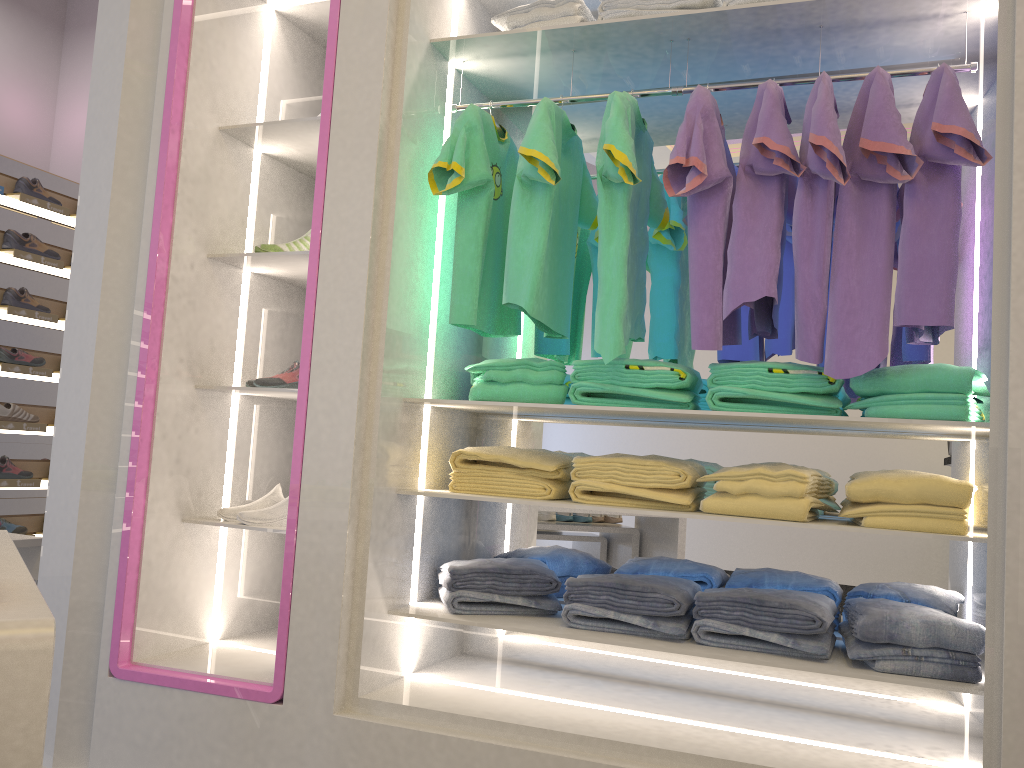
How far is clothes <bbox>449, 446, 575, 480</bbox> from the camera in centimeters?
253cm

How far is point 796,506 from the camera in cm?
219

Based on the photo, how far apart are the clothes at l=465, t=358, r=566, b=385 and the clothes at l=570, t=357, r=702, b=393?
0.1m

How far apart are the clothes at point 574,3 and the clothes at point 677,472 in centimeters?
129cm

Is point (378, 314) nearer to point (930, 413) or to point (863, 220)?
point (863, 220)

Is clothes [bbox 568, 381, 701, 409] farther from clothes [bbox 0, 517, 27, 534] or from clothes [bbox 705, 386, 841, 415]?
clothes [bbox 0, 517, 27, 534]

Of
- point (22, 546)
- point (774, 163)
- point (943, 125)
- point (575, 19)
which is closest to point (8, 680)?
point (774, 163)

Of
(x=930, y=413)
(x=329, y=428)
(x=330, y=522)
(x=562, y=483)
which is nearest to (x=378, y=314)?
(x=329, y=428)

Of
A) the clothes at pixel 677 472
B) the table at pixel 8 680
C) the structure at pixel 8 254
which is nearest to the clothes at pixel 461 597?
the clothes at pixel 677 472

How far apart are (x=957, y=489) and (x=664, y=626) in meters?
0.8
